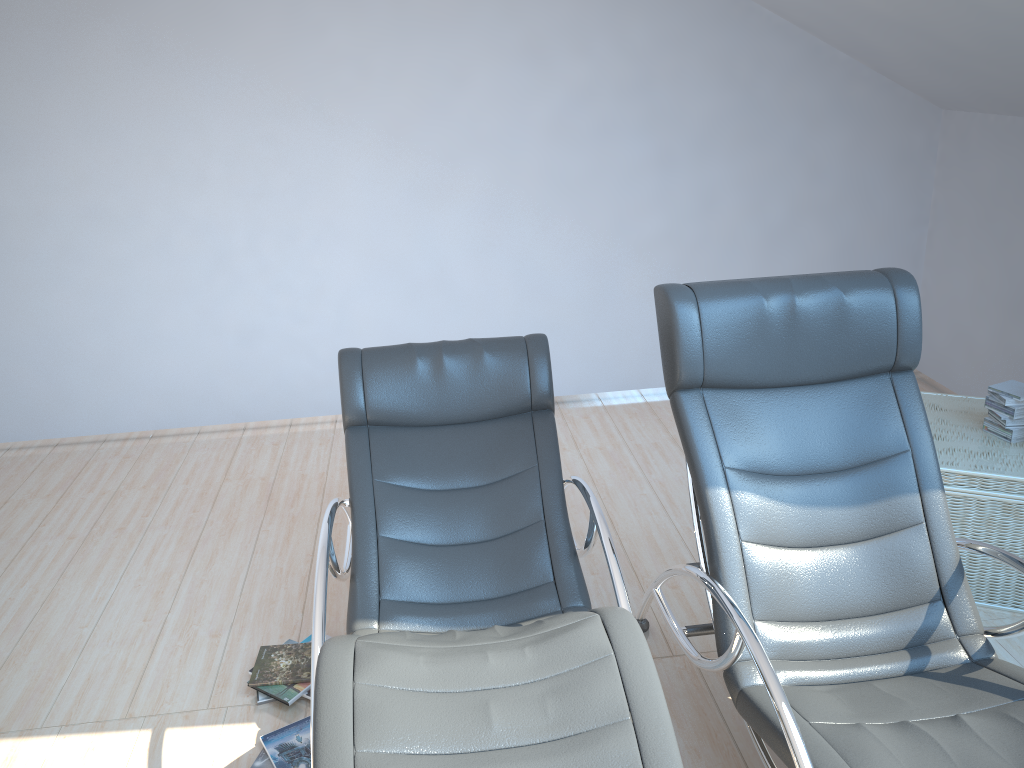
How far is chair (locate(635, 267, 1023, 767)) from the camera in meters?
2.0

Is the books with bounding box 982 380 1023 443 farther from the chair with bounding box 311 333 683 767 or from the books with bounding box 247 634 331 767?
the books with bounding box 247 634 331 767

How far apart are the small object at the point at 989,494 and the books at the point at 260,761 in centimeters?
221cm

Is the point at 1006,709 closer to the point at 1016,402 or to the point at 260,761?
the point at 1016,402

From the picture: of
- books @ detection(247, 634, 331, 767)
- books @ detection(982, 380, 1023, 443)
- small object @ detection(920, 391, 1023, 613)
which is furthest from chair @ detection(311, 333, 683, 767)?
books @ detection(982, 380, 1023, 443)

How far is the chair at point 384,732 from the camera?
1.66m

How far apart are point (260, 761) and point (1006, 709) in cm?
194

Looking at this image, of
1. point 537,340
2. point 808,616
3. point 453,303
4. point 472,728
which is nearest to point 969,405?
point 808,616

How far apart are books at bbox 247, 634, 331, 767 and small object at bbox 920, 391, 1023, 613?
2.2m

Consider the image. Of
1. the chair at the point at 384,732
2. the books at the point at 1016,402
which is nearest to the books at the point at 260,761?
the chair at the point at 384,732
